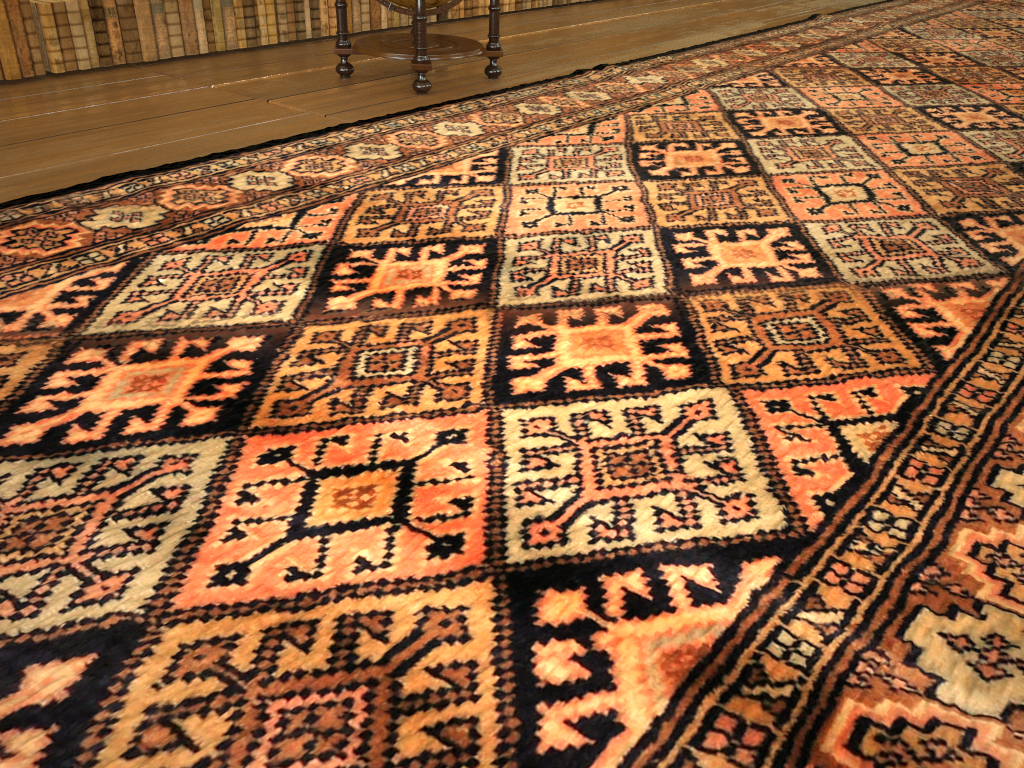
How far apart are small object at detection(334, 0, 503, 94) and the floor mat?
0.4 meters

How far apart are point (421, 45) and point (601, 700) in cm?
531

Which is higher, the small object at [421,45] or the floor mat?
the small object at [421,45]

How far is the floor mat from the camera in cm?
167

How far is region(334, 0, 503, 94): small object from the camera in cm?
605

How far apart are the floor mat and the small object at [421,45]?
0.4m

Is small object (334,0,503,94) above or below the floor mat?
above

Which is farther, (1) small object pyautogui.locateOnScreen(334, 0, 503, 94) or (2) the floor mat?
(1) small object pyautogui.locateOnScreen(334, 0, 503, 94)

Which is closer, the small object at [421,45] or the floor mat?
the floor mat
